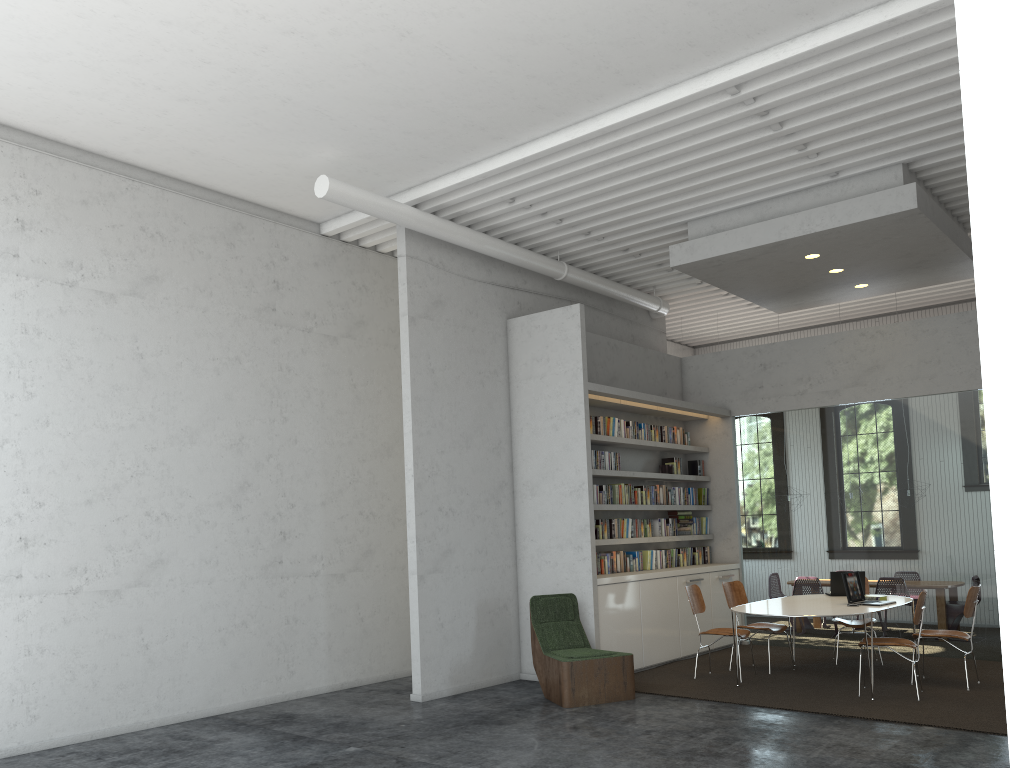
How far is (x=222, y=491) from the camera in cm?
756
